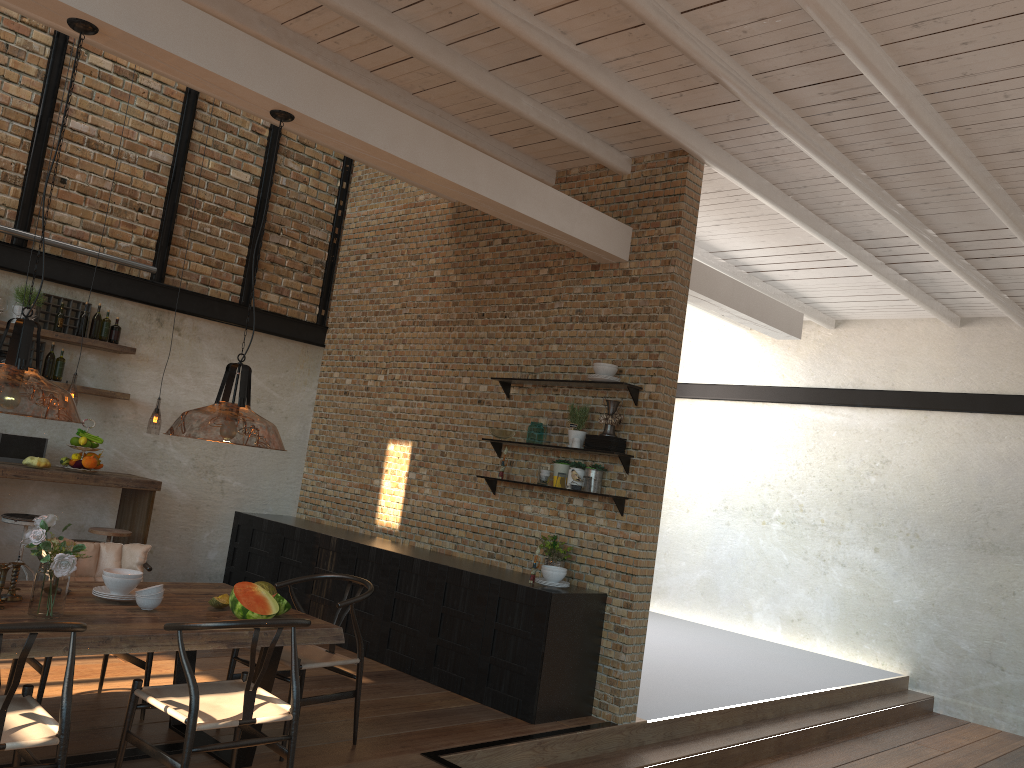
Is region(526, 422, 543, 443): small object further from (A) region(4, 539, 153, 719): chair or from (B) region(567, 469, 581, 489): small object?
(A) region(4, 539, 153, 719): chair

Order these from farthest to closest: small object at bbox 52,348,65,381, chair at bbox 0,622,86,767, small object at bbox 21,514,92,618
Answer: small object at bbox 52,348,65,381, small object at bbox 21,514,92,618, chair at bbox 0,622,86,767

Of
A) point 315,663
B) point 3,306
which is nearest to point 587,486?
point 315,663

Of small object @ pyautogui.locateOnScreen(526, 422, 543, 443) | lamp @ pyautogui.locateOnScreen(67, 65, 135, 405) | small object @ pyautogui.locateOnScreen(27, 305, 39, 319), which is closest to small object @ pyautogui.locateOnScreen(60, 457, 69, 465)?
small object @ pyautogui.locateOnScreen(27, 305, 39, 319)

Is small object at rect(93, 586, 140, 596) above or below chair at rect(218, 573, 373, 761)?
above

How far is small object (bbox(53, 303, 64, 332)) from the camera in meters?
7.2

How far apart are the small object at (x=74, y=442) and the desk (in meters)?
0.23

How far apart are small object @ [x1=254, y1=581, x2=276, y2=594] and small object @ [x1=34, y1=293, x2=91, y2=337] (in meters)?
3.91

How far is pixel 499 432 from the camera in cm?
693

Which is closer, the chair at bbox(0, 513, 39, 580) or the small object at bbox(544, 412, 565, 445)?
the chair at bbox(0, 513, 39, 580)
